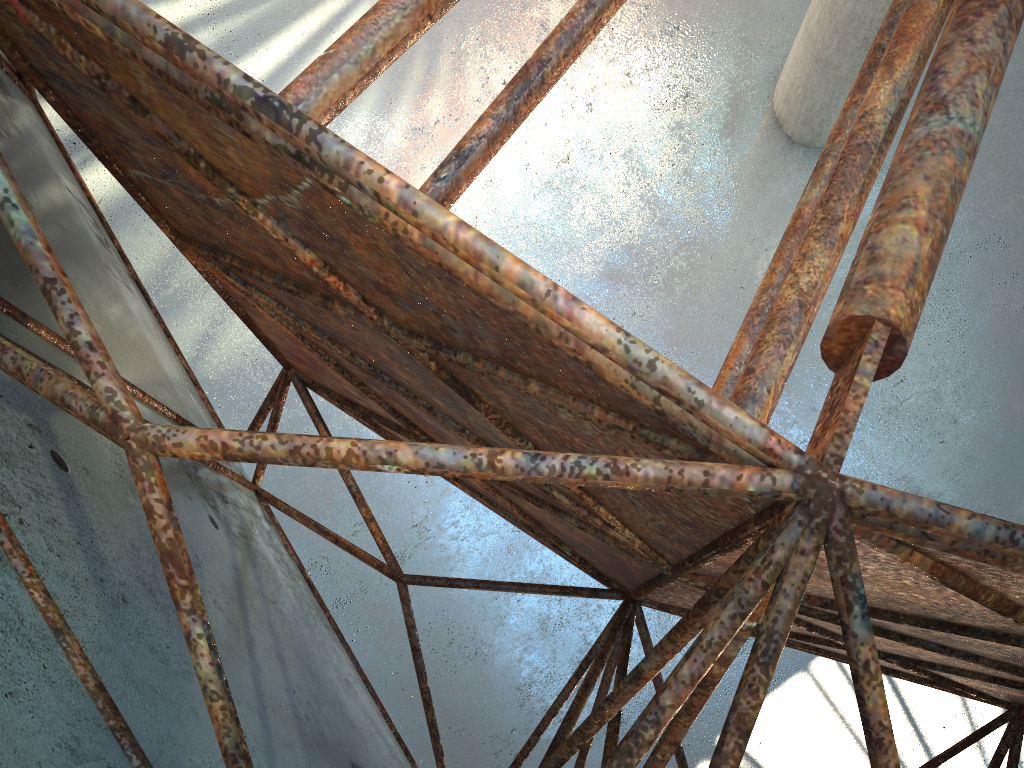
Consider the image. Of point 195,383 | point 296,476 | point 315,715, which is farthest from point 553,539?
point 296,476
